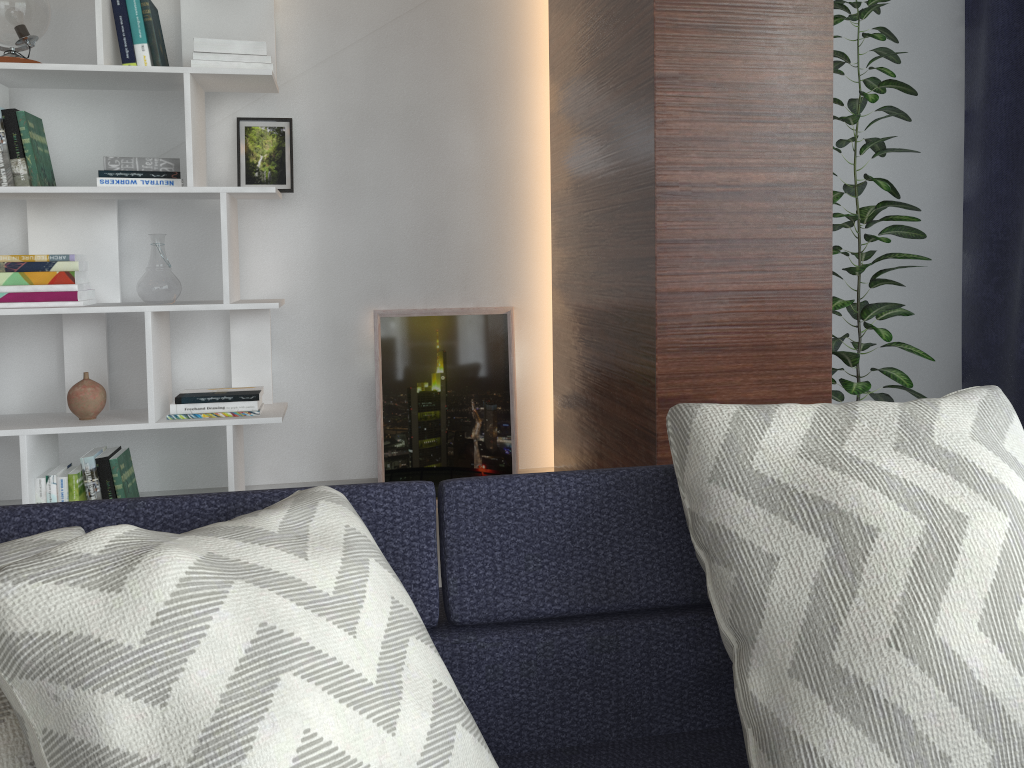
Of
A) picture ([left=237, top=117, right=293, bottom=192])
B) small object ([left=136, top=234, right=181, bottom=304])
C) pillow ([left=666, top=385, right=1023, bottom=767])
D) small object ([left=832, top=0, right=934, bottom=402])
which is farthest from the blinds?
small object ([left=136, top=234, right=181, bottom=304])

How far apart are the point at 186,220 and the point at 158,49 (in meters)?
0.54

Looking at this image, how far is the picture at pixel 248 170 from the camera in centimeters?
292cm

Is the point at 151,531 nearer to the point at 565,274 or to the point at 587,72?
A: the point at 587,72

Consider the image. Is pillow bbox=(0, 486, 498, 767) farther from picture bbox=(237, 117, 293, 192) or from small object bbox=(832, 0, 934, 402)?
picture bbox=(237, 117, 293, 192)

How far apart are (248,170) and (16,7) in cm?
77

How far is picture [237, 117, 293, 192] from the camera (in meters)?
2.92

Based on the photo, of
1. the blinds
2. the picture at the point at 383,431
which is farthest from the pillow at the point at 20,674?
the blinds

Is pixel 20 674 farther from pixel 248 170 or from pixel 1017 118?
pixel 1017 118

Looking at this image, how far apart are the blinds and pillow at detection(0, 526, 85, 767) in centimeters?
312cm
